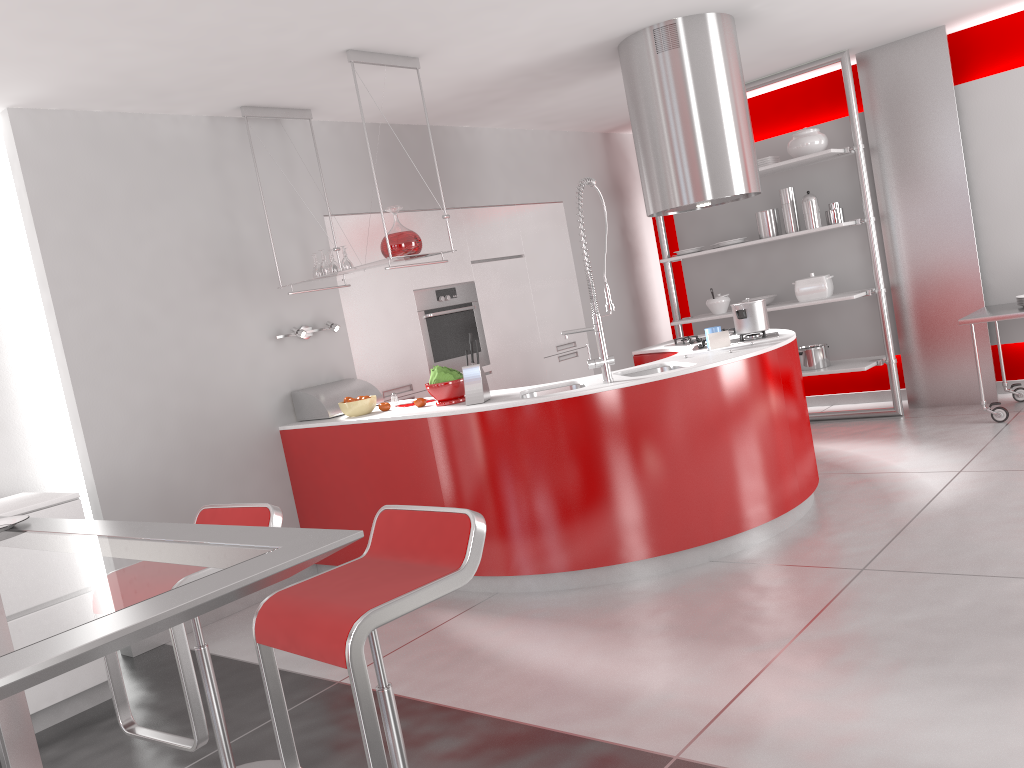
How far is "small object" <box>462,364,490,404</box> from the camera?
4.13m

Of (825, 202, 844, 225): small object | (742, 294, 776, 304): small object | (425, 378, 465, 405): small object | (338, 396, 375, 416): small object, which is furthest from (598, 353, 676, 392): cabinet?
(825, 202, 844, 225): small object

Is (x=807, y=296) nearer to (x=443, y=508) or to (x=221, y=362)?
(x=221, y=362)

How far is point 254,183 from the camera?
4.9m

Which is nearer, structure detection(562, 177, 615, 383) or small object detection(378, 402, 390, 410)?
structure detection(562, 177, 615, 383)

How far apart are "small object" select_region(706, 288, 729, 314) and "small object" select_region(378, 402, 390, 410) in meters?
3.3 m

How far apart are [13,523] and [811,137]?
5.8m

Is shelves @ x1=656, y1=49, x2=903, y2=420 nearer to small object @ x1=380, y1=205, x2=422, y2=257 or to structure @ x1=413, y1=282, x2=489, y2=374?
structure @ x1=413, y1=282, x2=489, y2=374

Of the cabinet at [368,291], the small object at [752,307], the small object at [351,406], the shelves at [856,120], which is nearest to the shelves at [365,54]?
the cabinet at [368,291]

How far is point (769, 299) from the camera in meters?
6.9
